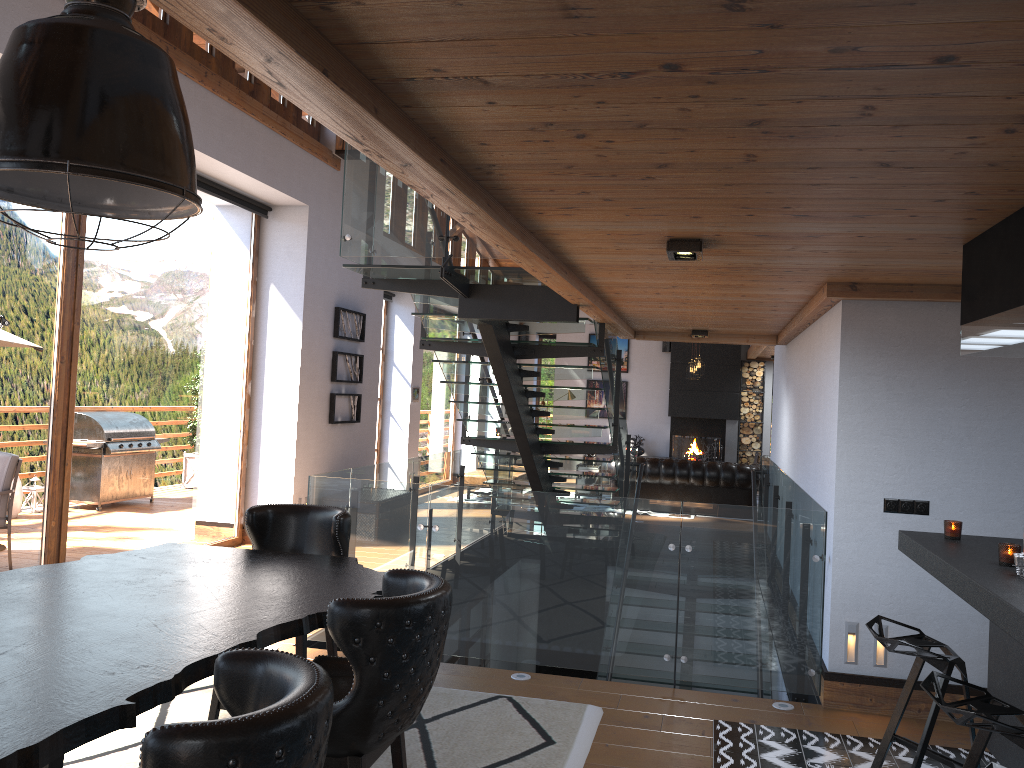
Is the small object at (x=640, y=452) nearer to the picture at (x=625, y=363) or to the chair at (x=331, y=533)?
the picture at (x=625, y=363)

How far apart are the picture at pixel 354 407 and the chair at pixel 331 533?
5.93m

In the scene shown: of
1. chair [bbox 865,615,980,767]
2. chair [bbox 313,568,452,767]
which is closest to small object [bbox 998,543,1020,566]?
chair [bbox 865,615,980,767]

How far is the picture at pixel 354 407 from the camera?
10.6m

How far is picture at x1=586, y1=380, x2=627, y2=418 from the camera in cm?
1898

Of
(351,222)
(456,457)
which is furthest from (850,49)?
(456,457)

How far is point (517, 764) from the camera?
3.97m

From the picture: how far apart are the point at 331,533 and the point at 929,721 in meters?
2.5

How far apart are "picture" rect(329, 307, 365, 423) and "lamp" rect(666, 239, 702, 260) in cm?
649

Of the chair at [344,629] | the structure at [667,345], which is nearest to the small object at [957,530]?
the chair at [344,629]
